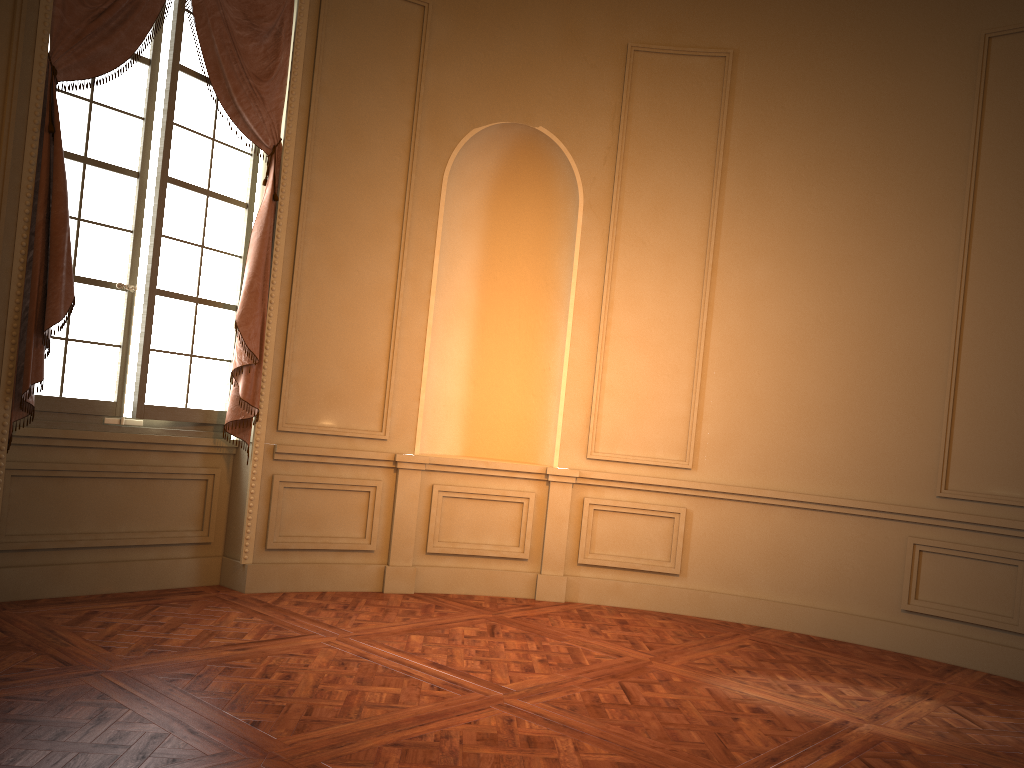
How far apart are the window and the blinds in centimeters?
7cm

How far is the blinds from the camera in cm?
421

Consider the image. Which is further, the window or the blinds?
the window

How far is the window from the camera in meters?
4.7

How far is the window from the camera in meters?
4.7

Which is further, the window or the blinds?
the window

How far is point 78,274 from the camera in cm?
465

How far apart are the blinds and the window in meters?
Result: 0.1 m

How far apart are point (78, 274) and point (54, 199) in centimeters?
54cm

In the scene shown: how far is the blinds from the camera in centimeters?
421cm
